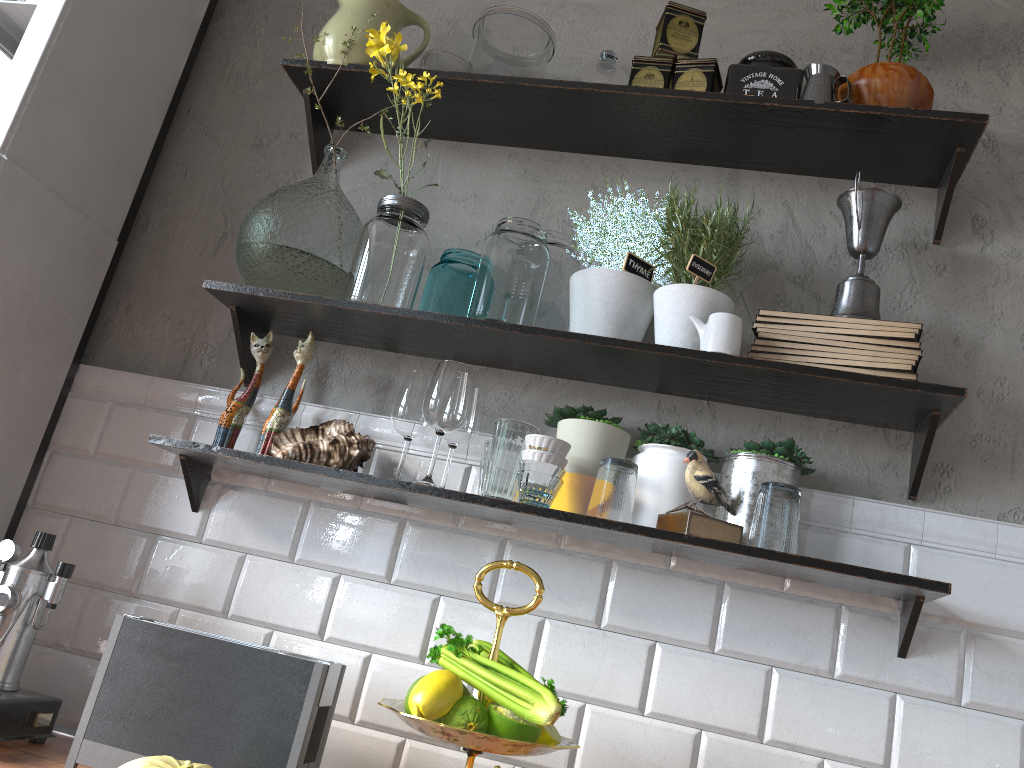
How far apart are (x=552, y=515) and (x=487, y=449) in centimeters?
23cm

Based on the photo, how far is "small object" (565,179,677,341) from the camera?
1.57m

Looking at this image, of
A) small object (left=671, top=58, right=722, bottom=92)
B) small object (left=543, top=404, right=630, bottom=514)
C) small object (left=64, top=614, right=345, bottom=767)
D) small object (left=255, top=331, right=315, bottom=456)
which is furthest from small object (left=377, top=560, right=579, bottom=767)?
small object (left=671, top=58, right=722, bottom=92)

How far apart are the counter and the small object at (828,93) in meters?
1.6 m

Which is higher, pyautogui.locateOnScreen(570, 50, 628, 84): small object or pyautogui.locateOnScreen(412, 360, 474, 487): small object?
pyautogui.locateOnScreen(570, 50, 628, 84): small object

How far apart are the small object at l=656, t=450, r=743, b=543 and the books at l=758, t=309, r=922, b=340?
0.3m

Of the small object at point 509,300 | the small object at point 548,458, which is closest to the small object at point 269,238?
the small object at point 509,300

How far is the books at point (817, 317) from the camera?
1.5 meters

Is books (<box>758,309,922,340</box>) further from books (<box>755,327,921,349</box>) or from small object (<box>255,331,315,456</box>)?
small object (<box>255,331,315,456</box>)

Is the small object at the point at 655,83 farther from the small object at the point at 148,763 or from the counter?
the counter
